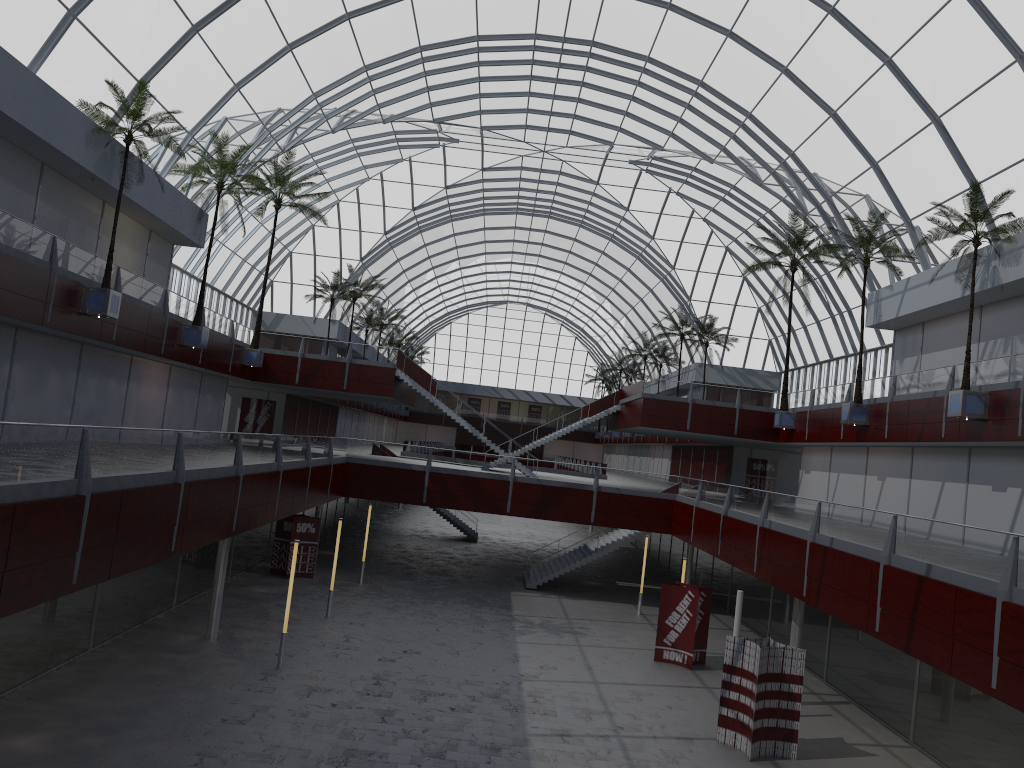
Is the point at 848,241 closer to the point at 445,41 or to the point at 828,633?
the point at 828,633

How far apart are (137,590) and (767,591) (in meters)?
29.54
